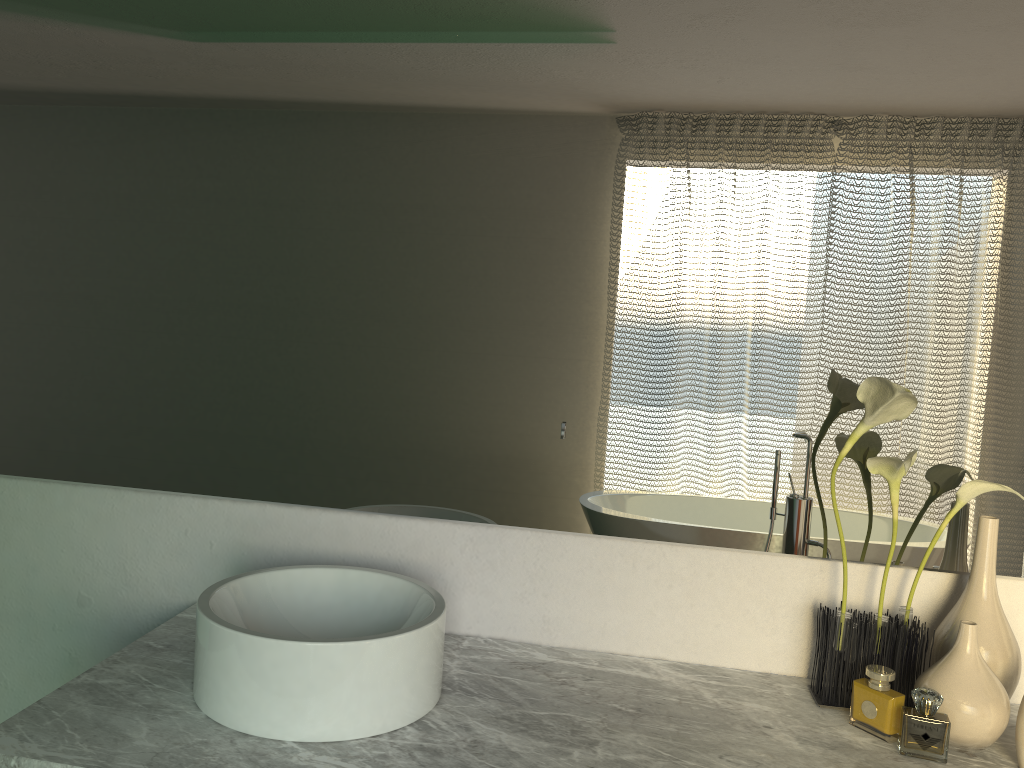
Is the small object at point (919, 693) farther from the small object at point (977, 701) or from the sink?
the sink

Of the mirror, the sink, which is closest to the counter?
the sink

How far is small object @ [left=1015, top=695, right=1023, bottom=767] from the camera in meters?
1.2 m

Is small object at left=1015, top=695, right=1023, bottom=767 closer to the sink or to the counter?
the counter

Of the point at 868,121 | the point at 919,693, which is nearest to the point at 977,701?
the point at 868,121

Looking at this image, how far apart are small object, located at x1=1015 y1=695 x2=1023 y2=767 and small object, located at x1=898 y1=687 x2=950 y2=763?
0.1 meters

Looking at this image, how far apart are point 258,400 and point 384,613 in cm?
45

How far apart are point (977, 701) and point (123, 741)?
1.11m

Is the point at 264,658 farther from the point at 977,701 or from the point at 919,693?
the point at 919,693

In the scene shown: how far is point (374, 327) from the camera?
1.5m
